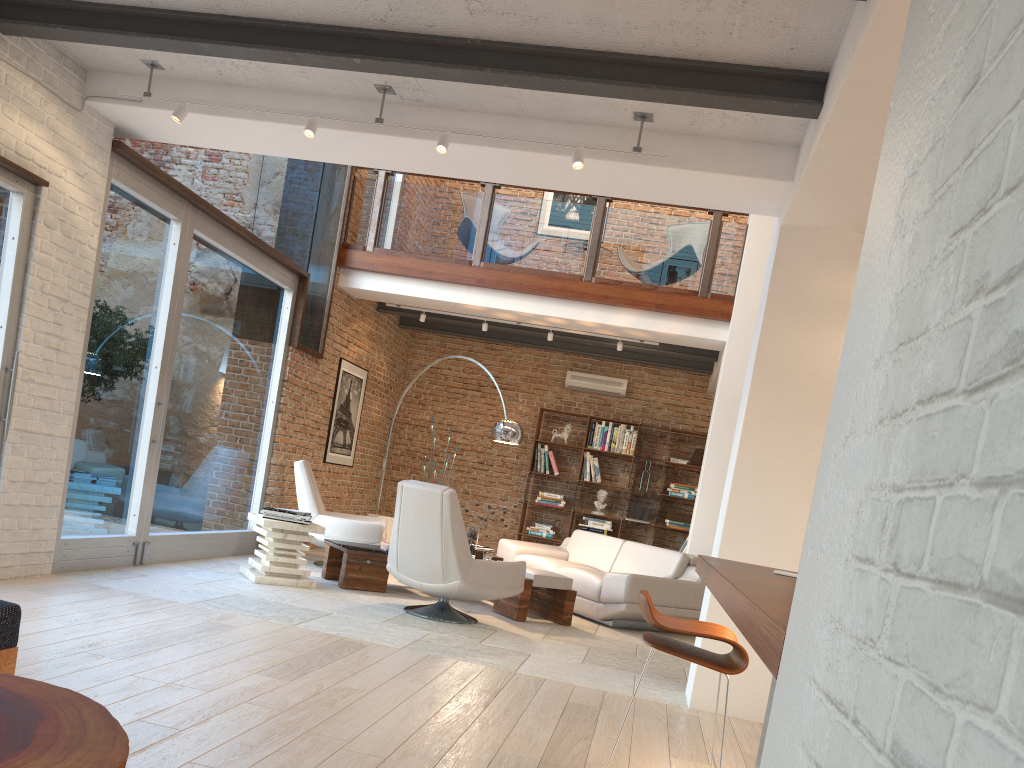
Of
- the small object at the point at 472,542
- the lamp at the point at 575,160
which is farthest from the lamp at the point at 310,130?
the small object at the point at 472,542

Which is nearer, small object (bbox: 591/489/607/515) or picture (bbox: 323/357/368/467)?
picture (bbox: 323/357/368/467)

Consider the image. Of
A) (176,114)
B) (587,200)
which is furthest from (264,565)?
(587,200)

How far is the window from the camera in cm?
589

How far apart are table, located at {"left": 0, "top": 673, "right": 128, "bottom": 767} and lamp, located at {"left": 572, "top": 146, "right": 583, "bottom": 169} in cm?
365

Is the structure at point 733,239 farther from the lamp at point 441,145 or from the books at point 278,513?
the lamp at point 441,145

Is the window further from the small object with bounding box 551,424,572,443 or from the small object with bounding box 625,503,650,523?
the small object with bounding box 625,503,650,523

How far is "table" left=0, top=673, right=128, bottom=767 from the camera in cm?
148

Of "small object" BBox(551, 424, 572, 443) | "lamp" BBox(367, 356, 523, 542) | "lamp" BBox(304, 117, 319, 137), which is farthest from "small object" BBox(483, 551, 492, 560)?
"small object" BBox(551, 424, 572, 443)

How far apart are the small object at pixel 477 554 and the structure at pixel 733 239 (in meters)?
2.91
